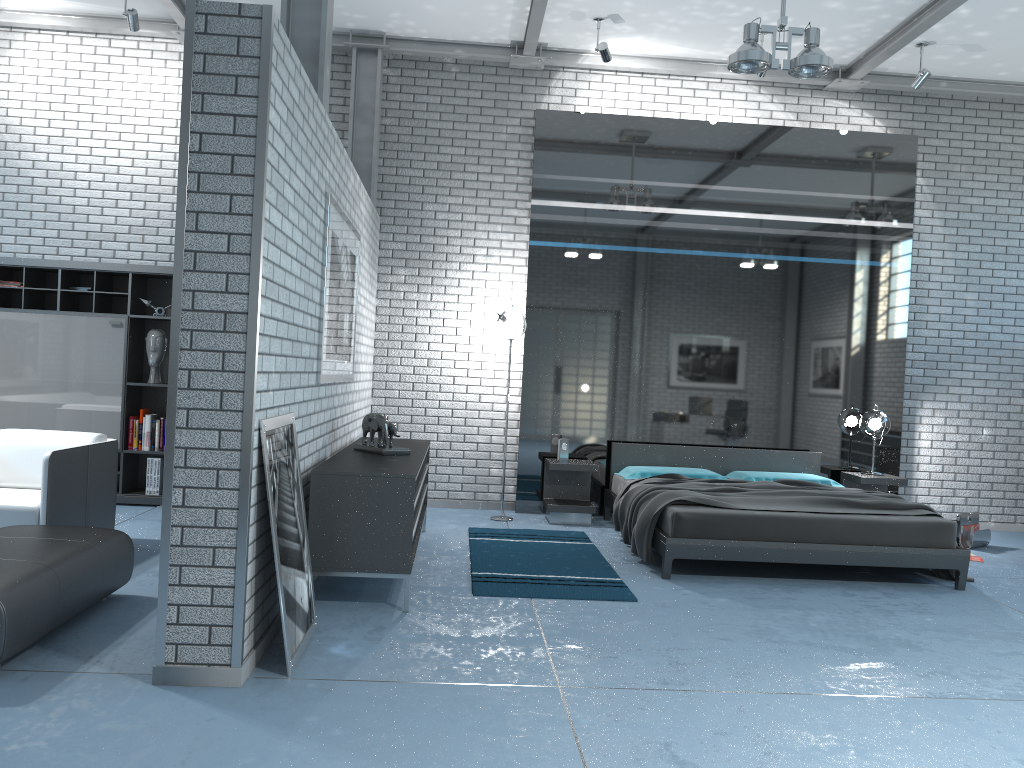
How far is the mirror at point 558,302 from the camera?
7.7 meters

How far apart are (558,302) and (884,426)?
3.0m

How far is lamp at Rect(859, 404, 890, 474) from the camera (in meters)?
7.51

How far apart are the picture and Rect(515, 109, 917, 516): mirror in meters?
2.0

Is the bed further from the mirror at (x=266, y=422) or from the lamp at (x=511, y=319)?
the mirror at (x=266, y=422)

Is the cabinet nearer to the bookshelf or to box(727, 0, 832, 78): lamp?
the bookshelf

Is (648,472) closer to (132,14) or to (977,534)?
(977,534)

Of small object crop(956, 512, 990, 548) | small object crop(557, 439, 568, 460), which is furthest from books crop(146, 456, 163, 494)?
small object crop(956, 512, 990, 548)

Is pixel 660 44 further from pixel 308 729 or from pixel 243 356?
pixel 308 729

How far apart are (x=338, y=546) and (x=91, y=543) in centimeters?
111cm
